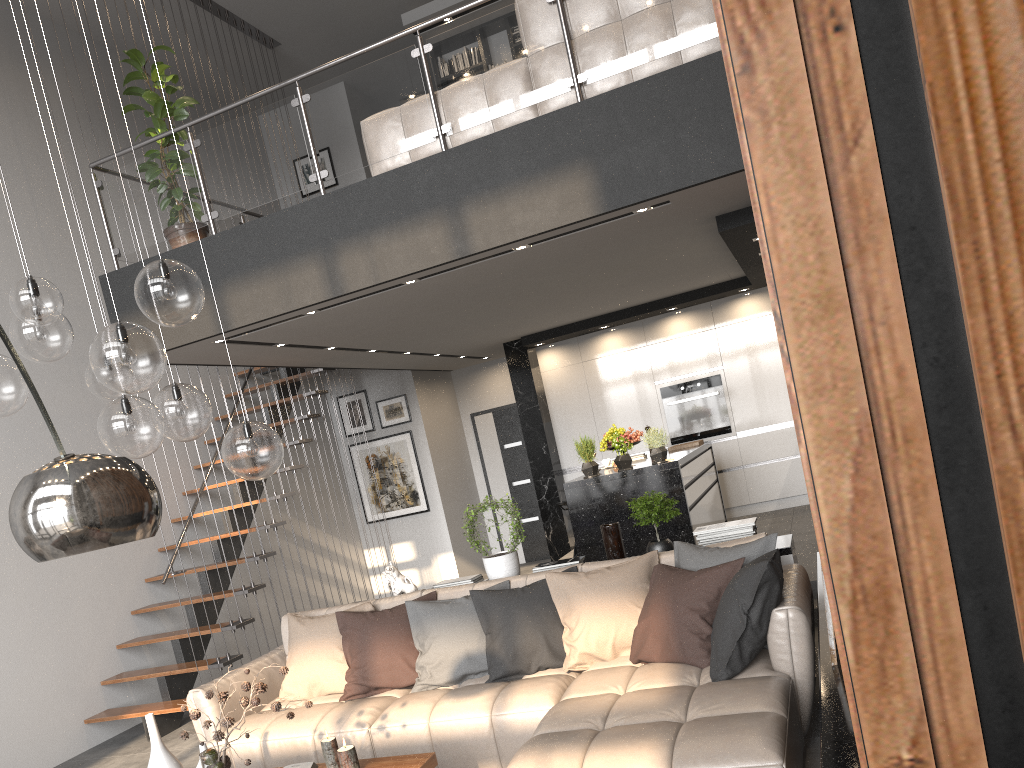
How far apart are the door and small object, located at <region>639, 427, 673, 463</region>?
4.68m

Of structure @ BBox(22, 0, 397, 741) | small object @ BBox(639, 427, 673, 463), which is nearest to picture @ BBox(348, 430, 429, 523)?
structure @ BBox(22, 0, 397, 741)

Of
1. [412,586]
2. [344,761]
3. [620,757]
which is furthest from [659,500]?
[344,761]

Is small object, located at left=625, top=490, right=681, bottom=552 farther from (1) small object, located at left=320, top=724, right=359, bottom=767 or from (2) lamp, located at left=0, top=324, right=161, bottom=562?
(2) lamp, located at left=0, top=324, right=161, bottom=562

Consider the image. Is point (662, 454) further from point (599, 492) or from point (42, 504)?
point (42, 504)

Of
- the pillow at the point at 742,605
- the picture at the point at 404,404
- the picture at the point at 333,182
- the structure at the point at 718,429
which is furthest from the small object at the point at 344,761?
the picture at the point at 333,182

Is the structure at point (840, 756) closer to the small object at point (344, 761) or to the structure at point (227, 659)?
the small object at point (344, 761)

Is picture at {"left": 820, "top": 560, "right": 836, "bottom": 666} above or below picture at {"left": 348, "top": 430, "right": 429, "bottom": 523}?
below

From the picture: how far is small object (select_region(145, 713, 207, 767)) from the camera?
3.5m

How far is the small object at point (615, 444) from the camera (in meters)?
6.65
